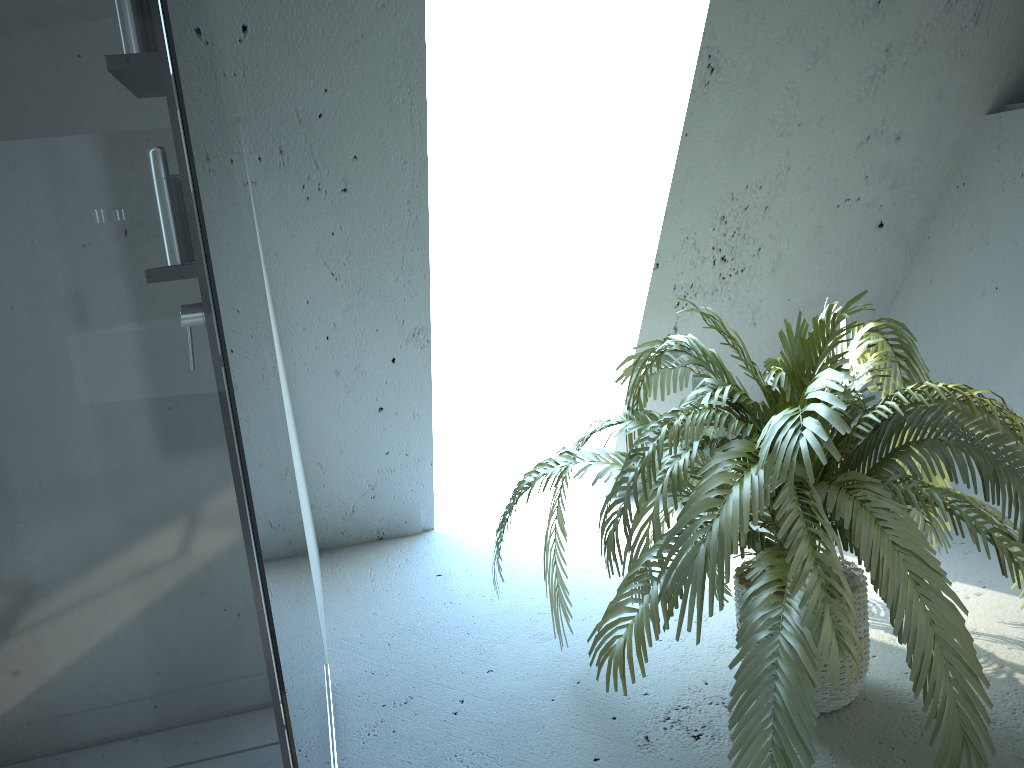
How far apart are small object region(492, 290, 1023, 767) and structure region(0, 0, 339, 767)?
0.4 meters

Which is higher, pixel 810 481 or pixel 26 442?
pixel 26 442

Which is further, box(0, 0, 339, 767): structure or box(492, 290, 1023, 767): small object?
box(492, 290, 1023, 767): small object

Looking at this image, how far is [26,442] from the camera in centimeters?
71cm

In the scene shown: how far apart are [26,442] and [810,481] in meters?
1.1 m

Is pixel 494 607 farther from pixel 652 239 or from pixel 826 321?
pixel 826 321

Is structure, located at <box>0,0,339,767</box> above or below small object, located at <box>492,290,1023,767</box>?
above

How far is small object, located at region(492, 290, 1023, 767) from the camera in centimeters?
139cm

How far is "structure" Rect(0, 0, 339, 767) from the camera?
0.71m
